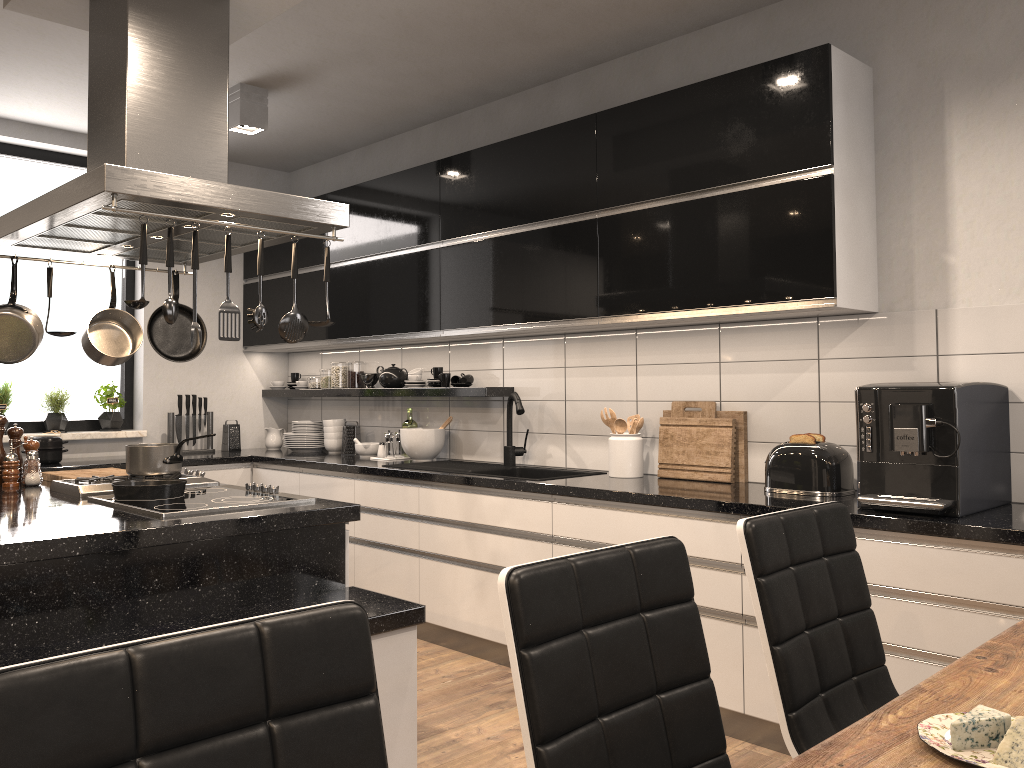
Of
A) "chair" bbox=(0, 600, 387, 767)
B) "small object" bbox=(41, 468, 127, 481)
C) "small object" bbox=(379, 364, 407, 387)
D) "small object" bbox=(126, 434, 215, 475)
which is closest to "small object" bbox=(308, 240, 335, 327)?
"small object" bbox=(126, 434, 215, 475)

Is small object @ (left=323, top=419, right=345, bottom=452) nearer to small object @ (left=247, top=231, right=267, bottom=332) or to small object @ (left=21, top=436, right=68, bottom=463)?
small object @ (left=21, top=436, right=68, bottom=463)

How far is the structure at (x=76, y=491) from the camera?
3.0 meters

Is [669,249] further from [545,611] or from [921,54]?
[545,611]

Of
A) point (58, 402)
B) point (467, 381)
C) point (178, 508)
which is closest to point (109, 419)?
point (58, 402)

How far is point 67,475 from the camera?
3.5m

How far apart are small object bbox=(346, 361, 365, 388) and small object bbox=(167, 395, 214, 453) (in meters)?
0.98

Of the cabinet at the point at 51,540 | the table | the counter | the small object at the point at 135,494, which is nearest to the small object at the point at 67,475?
the cabinet at the point at 51,540

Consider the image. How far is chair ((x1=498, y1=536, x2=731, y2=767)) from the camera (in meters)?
1.24

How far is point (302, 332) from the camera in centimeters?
275cm
